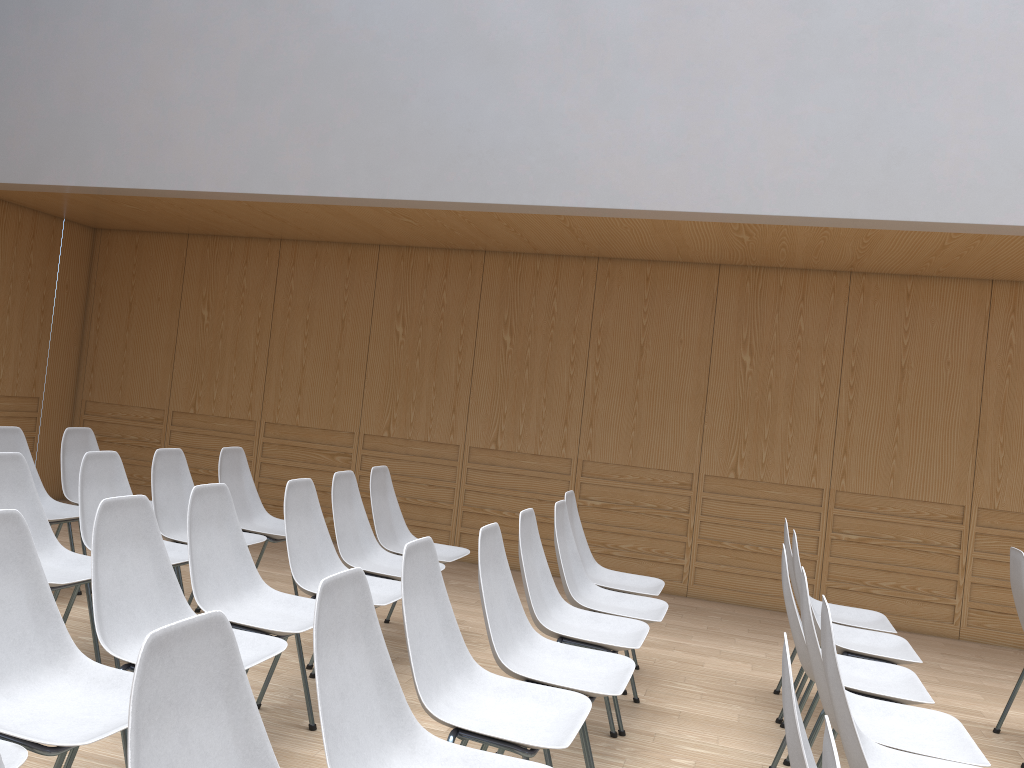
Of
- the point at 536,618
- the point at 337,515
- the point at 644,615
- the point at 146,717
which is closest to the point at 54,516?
the point at 337,515

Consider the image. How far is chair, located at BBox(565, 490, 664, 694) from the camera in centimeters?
439cm

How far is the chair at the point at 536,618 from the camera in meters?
3.2 m

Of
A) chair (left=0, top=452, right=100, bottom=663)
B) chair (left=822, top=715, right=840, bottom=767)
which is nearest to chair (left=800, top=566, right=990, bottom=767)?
chair (left=822, top=715, right=840, bottom=767)

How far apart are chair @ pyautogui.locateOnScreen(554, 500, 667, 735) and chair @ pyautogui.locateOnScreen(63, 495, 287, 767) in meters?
1.3

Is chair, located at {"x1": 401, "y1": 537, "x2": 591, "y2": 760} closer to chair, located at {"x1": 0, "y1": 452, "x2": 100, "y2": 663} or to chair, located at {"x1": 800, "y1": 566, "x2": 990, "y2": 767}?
chair, located at {"x1": 800, "y1": 566, "x2": 990, "y2": 767}

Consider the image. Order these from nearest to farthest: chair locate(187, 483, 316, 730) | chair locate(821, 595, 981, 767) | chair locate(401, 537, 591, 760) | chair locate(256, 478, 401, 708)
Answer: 1. chair locate(821, 595, 981, 767)
2. chair locate(401, 537, 591, 760)
3. chair locate(187, 483, 316, 730)
4. chair locate(256, 478, 401, 708)

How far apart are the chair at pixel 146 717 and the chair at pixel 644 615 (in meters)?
2.21

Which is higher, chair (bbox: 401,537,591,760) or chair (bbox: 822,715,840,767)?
chair (bbox: 822,715,840,767)

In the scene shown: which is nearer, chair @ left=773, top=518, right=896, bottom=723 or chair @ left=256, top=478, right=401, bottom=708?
A: chair @ left=256, top=478, right=401, bottom=708
